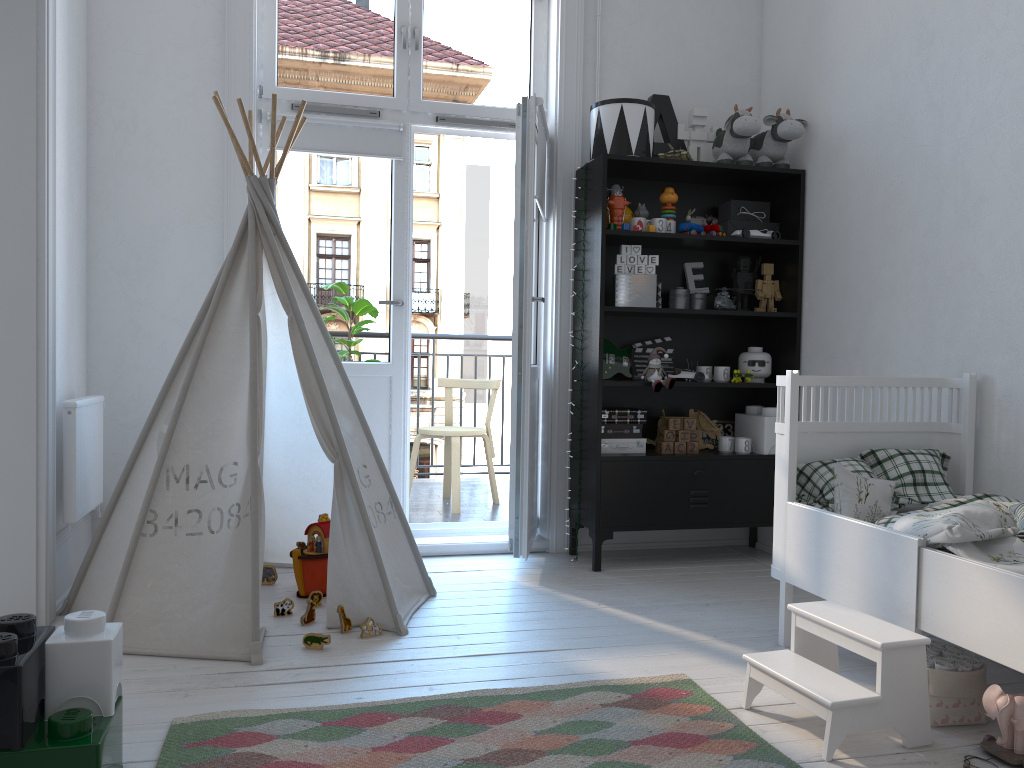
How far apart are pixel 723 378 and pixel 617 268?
0.7m

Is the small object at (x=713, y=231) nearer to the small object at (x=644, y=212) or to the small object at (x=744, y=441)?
the small object at (x=644, y=212)

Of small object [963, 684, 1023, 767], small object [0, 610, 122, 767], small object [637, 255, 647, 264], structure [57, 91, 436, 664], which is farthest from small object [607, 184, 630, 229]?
small object [0, 610, 122, 767]

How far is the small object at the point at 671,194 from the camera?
3.7 meters

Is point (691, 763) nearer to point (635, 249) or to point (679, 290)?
point (635, 249)

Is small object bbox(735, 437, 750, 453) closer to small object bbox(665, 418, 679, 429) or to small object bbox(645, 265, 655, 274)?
small object bbox(665, 418, 679, 429)

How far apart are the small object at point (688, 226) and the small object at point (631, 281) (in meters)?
0.27

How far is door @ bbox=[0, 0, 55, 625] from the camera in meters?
2.6

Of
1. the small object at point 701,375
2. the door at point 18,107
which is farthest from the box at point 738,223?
the door at point 18,107

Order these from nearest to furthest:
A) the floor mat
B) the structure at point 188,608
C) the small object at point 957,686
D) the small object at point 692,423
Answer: the floor mat < the small object at point 957,686 < the structure at point 188,608 < the small object at point 692,423
